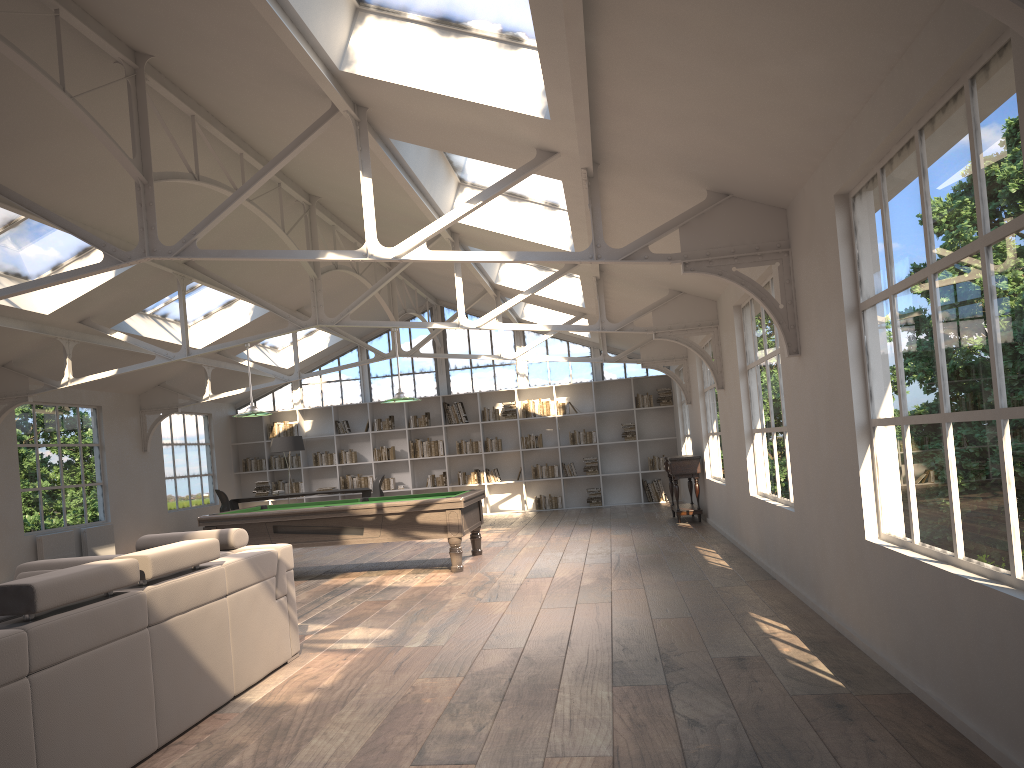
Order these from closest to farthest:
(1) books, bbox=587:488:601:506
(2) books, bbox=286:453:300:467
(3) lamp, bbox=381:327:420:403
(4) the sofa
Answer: (4) the sofa, (3) lamp, bbox=381:327:420:403, (1) books, bbox=587:488:601:506, (2) books, bbox=286:453:300:467

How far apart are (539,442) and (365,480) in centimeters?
341cm

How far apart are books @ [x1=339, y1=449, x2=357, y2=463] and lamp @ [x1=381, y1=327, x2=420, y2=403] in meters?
7.6 m

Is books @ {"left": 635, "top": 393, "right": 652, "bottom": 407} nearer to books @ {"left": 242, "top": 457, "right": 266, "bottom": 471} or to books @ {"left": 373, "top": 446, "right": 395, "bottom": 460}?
books @ {"left": 373, "top": 446, "right": 395, "bottom": 460}

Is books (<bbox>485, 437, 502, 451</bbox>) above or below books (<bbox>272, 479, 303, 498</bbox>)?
above

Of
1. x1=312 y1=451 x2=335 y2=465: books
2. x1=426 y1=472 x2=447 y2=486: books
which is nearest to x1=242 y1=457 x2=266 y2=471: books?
x1=312 y1=451 x2=335 y2=465: books

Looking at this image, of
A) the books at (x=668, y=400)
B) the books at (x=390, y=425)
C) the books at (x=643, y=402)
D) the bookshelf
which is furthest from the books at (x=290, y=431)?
the books at (x=668, y=400)

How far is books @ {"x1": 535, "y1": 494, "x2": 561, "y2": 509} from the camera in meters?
16.5

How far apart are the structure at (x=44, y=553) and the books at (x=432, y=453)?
6.5m

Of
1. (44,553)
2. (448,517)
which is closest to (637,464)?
(448,517)
